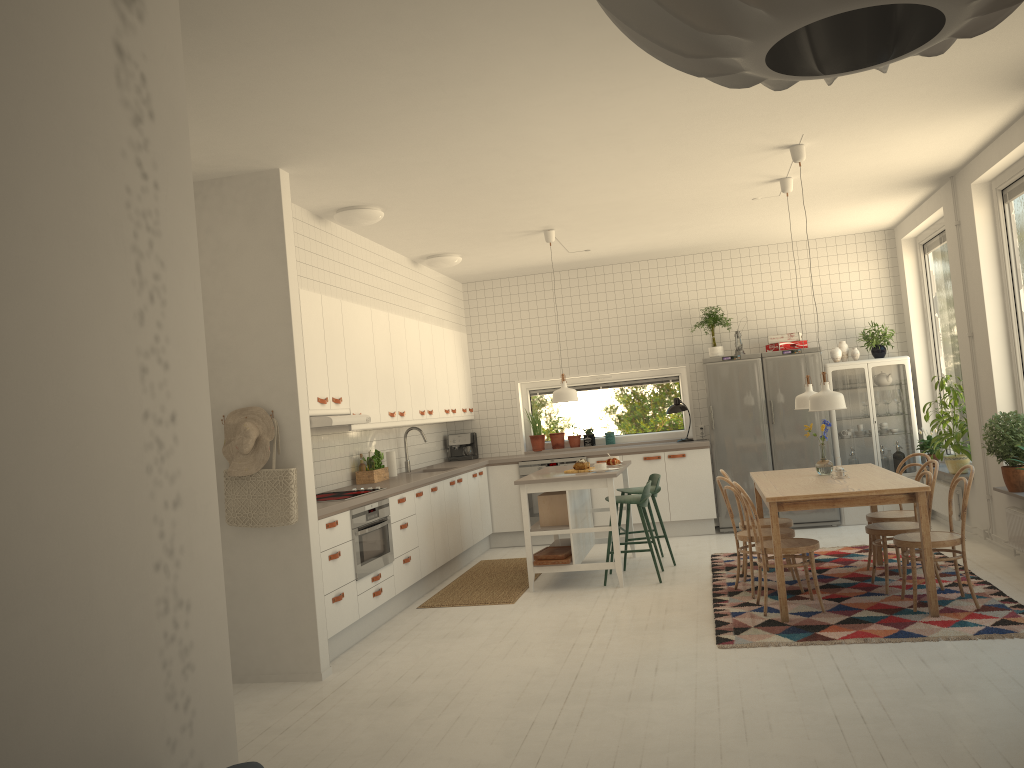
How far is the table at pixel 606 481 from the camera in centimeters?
675cm

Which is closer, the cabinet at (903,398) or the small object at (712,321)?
the cabinet at (903,398)

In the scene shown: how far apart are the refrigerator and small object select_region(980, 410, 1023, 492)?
2.45m

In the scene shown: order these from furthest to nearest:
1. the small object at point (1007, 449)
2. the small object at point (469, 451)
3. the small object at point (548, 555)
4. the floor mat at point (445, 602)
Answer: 1. the small object at point (469, 451)
2. the small object at point (548, 555)
3. the floor mat at point (445, 602)
4. the small object at point (1007, 449)

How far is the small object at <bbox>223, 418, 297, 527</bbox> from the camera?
4.94m

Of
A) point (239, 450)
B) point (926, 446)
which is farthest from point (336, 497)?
point (926, 446)

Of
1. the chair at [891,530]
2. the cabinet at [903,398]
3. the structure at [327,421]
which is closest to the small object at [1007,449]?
the chair at [891,530]

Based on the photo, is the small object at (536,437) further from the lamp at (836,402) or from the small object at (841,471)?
the lamp at (836,402)

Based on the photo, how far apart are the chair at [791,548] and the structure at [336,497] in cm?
254

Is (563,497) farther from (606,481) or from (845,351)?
(845,351)
